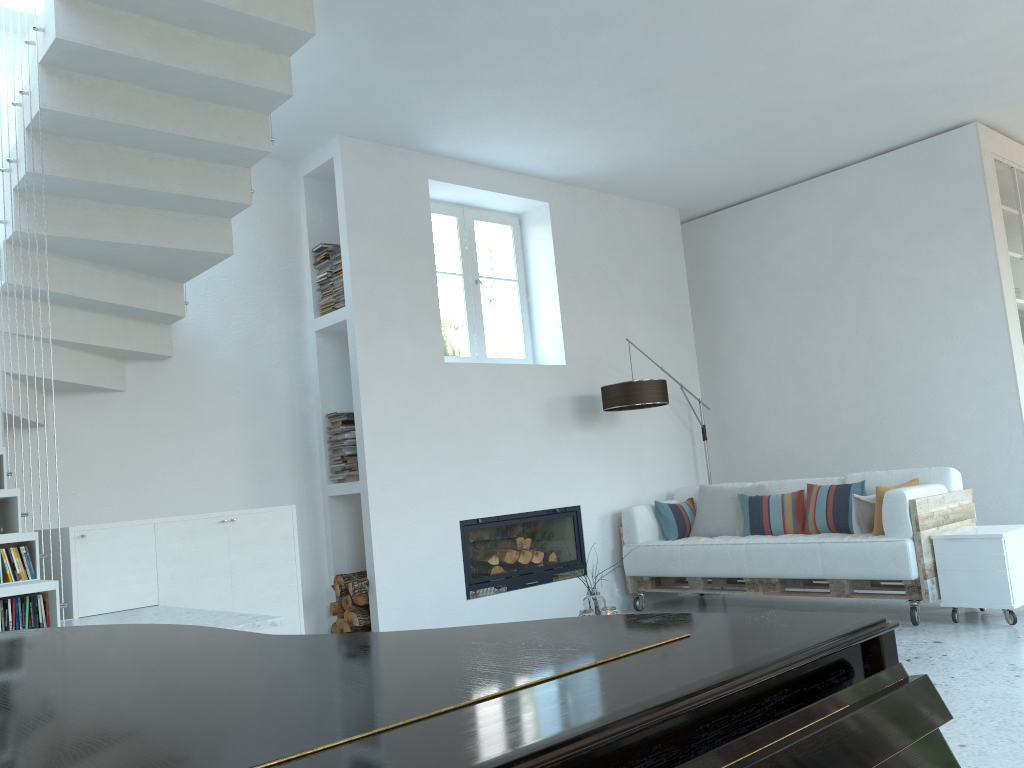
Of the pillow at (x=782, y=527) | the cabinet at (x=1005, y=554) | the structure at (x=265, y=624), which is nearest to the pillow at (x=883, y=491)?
the cabinet at (x=1005, y=554)

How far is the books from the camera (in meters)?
3.19

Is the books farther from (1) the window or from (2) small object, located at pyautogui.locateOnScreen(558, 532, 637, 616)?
(1) the window

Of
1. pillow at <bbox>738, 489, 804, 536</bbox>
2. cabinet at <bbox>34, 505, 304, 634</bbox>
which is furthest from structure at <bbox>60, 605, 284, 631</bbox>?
pillow at <bbox>738, 489, 804, 536</bbox>

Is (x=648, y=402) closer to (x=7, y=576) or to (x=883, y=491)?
(x=883, y=491)

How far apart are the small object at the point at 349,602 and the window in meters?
1.8

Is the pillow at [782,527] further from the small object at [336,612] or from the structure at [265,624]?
the structure at [265,624]

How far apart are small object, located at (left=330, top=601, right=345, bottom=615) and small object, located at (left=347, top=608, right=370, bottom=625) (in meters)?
0.17

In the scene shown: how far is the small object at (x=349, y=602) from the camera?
5.4 meters

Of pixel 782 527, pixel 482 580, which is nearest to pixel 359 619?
pixel 482 580
